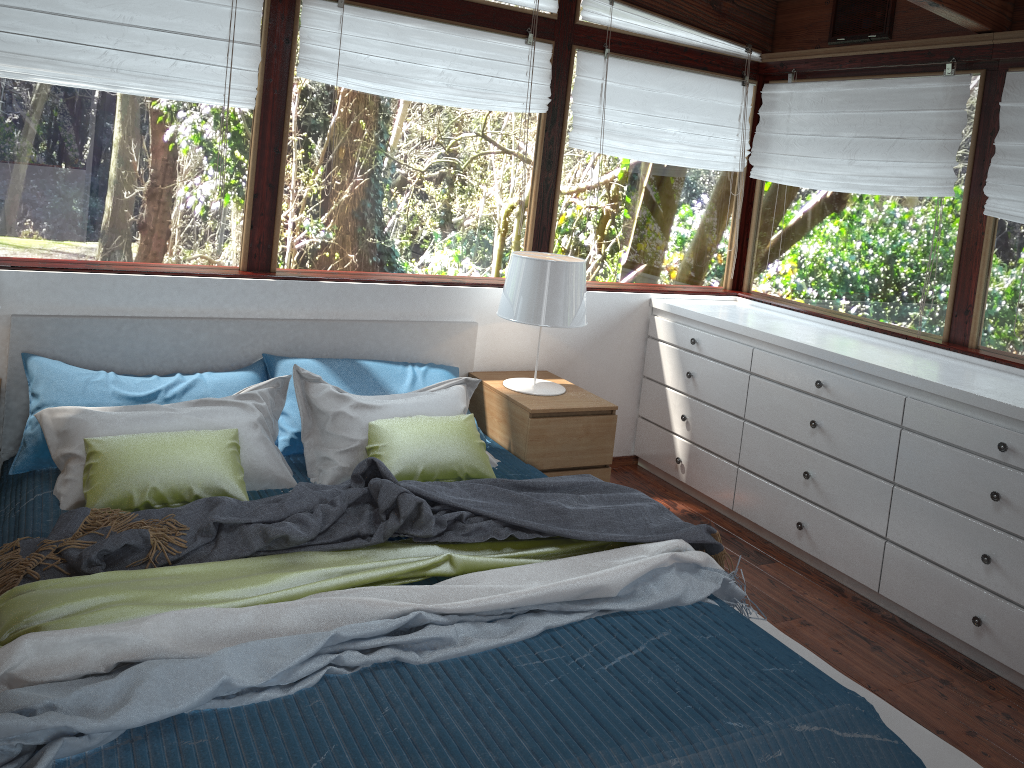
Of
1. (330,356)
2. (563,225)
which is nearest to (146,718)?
(330,356)

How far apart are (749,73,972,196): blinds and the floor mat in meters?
Result: 2.0 m

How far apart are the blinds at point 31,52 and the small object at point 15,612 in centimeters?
190cm

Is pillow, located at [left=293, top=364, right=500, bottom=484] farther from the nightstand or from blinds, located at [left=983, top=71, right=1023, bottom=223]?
blinds, located at [left=983, top=71, right=1023, bottom=223]

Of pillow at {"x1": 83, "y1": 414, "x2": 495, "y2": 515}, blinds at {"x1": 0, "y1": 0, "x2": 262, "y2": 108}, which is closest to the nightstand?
pillow at {"x1": 83, "y1": 414, "x2": 495, "y2": 515}

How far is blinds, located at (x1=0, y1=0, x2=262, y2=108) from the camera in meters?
3.1 m

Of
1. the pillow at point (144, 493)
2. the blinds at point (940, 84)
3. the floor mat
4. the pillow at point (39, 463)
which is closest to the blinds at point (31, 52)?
the pillow at point (39, 463)

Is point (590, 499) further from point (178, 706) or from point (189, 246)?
point (189, 246)

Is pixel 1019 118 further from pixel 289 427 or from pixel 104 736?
pixel 104 736

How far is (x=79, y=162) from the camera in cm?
326
